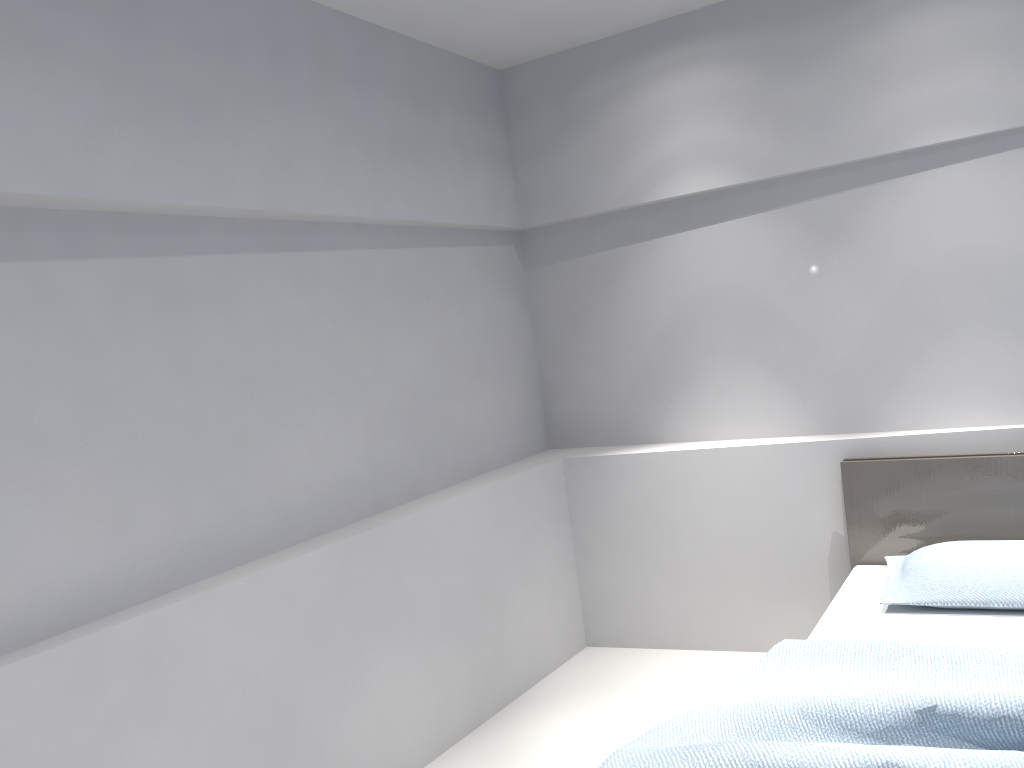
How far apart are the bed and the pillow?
0.0 meters

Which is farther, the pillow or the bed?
the pillow

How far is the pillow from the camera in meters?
2.8 m

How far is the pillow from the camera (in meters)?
2.79

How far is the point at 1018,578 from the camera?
2.8 meters

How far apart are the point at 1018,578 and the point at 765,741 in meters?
1.4 m

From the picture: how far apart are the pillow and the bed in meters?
0.0 m

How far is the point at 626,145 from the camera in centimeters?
396cm

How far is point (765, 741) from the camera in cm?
187

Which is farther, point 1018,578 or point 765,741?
point 1018,578
